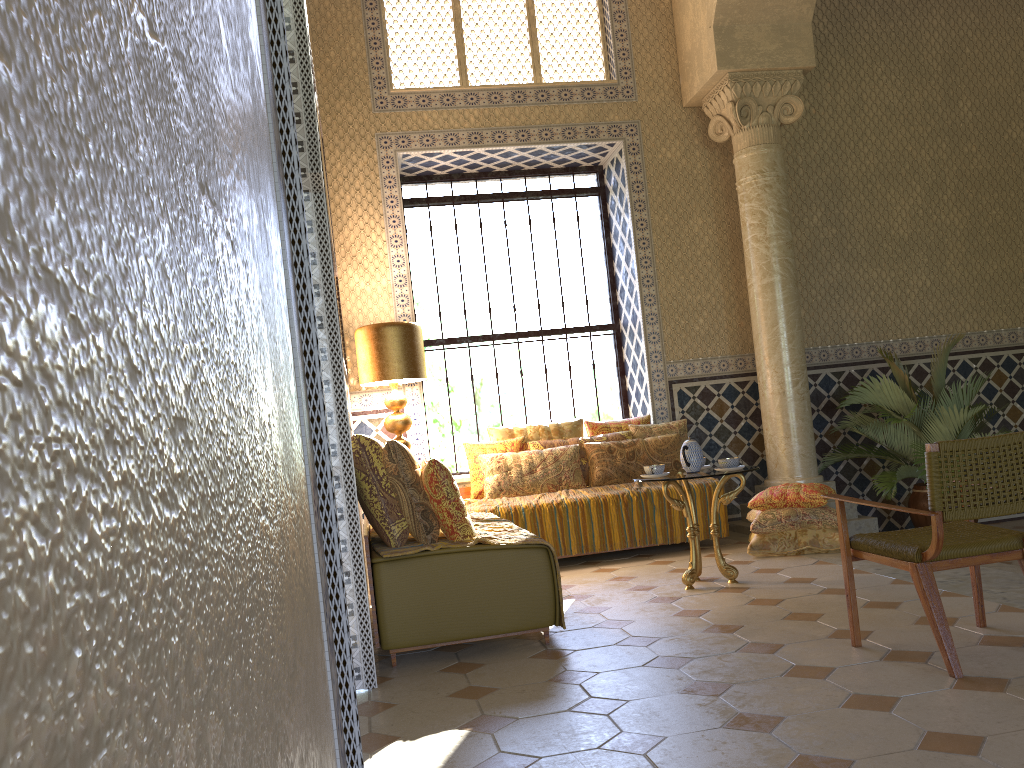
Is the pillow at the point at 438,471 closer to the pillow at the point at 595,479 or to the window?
the pillow at the point at 595,479

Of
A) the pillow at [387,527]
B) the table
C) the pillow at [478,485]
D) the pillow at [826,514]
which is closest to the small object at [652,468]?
the table

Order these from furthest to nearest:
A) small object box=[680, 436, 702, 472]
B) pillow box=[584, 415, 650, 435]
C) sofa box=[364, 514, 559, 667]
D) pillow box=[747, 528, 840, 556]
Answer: pillow box=[584, 415, 650, 435] < pillow box=[747, 528, 840, 556] < small object box=[680, 436, 702, 472] < sofa box=[364, 514, 559, 667]

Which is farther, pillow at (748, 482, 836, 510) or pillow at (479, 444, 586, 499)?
pillow at (479, 444, 586, 499)

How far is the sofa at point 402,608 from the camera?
5.8m

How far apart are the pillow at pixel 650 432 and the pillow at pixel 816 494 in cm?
173

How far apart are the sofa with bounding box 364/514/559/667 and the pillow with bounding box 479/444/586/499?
2.38m

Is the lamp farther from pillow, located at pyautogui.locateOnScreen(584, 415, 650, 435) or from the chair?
the chair

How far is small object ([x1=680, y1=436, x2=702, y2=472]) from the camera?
7.7 meters

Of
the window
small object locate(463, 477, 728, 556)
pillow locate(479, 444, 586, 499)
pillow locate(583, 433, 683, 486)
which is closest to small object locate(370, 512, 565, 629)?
small object locate(463, 477, 728, 556)
